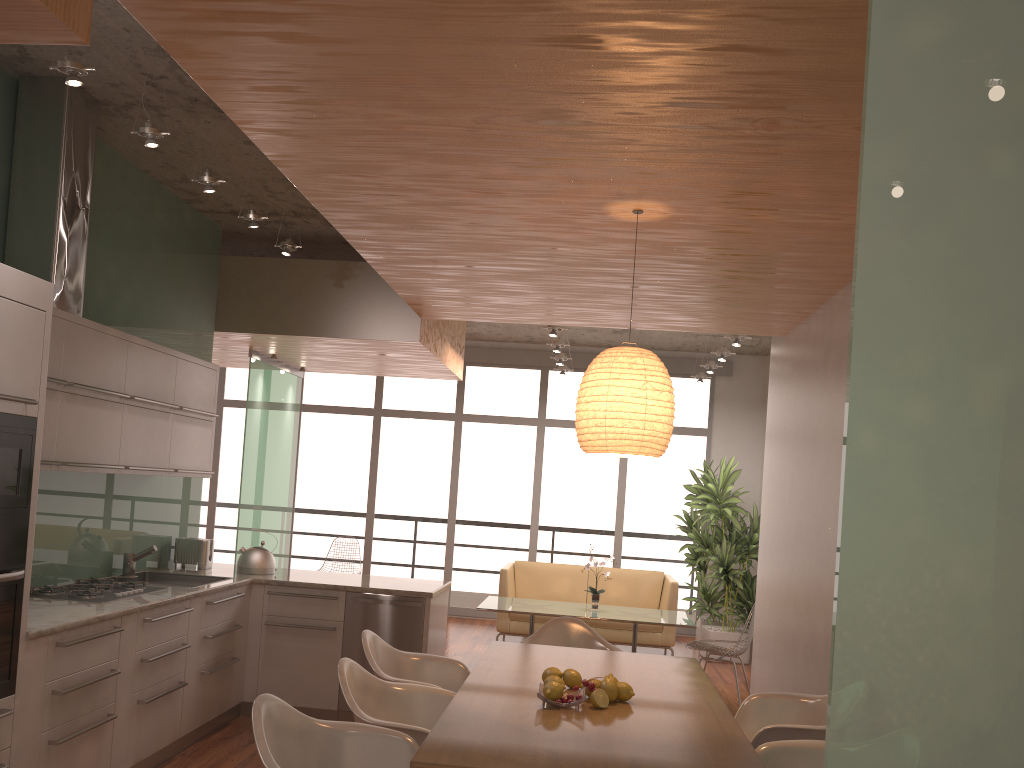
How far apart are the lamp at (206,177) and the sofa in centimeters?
539cm

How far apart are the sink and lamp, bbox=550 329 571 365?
4.5 meters

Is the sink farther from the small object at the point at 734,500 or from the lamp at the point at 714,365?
the lamp at the point at 714,365

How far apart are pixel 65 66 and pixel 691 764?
3.2 meters

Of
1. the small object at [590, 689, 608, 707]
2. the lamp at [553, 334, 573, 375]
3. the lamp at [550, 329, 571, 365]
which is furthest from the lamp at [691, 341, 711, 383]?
the small object at [590, 689, 608, 707]

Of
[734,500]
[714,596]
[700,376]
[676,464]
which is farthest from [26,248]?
[676,464]

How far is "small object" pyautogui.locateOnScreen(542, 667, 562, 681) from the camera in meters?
3.4

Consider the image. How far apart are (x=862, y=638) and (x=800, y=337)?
5.05m

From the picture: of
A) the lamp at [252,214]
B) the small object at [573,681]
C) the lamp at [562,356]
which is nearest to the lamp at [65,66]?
the lamp at [252,214]

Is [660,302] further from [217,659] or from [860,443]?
[860,443]
